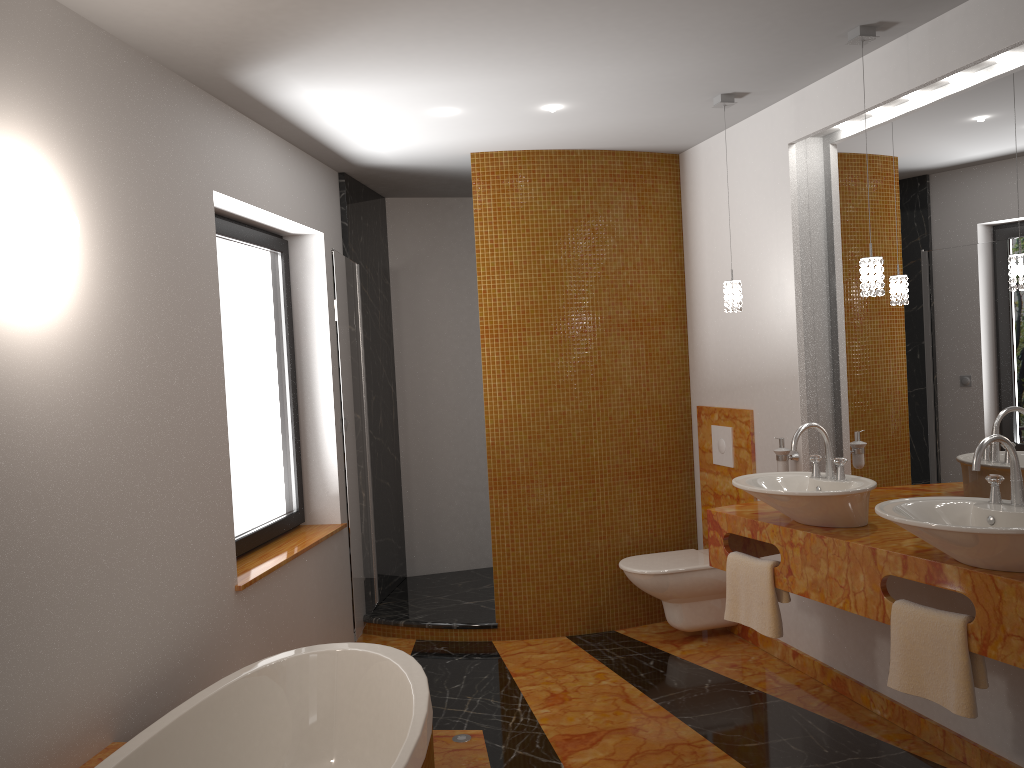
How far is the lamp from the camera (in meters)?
2.98

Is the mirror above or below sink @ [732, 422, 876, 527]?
above

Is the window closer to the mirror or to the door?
the door

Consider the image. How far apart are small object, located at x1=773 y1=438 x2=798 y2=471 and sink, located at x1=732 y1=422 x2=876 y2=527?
0.44m

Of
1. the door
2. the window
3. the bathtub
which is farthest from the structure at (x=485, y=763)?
the window

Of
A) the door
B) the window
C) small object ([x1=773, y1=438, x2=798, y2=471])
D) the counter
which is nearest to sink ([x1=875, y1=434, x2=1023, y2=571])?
the counter

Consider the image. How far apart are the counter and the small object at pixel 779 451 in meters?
0.3

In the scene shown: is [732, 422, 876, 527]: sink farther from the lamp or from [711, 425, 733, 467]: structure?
[711, 425, 733, 467]: structure

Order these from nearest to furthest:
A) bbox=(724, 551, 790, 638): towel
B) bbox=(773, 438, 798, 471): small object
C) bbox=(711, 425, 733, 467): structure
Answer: bbox=(724, 551, 790, 638): towel
bbox=(773, 438, 798, 471): small object
bbox=(711, 425, 733, 467): structure

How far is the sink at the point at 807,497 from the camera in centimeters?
297cm
